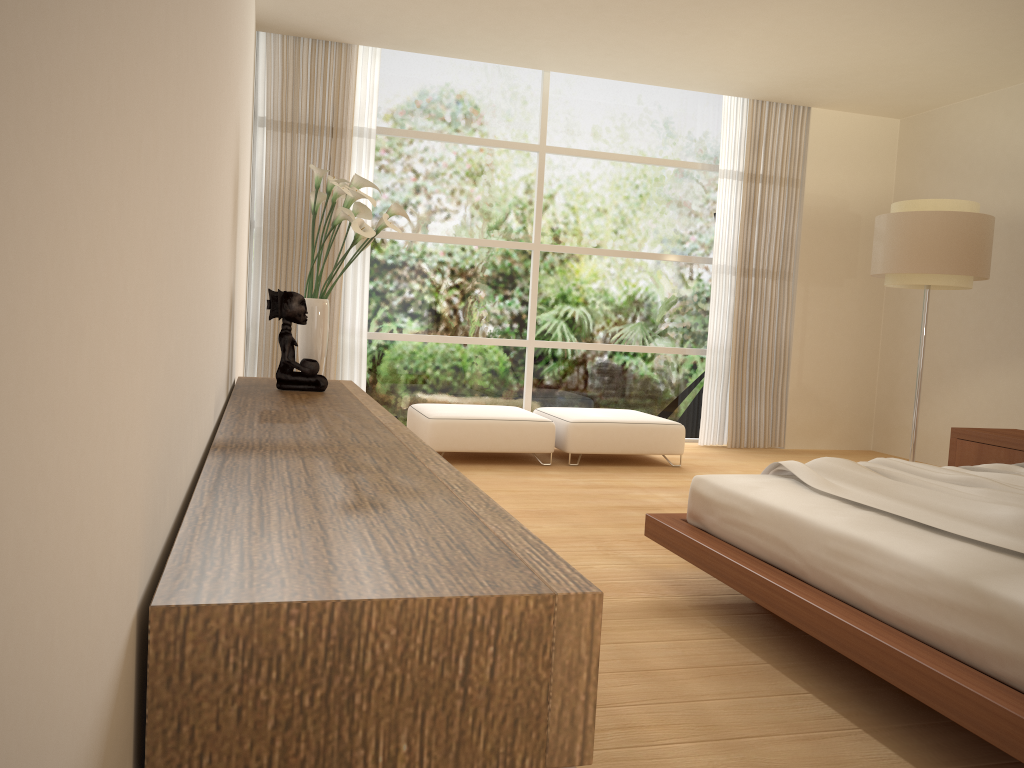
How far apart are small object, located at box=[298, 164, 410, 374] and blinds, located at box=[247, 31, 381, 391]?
2.2m

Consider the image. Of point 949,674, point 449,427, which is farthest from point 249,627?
point 449,427

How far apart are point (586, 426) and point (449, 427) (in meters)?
1.02

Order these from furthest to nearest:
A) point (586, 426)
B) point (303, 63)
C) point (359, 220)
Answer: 1. point (303, 63)
2. point (586, 426)
3. point (359, 220)

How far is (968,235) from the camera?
5.9m

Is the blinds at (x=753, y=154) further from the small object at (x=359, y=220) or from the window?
the small object at (x=359, y=220)

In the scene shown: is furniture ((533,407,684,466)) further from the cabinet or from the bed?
the bed

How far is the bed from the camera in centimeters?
210cm

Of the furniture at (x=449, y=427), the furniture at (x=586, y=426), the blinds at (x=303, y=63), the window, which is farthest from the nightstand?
the blinds at (x=303, y=63)

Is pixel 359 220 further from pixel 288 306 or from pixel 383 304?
pixel 383 304
